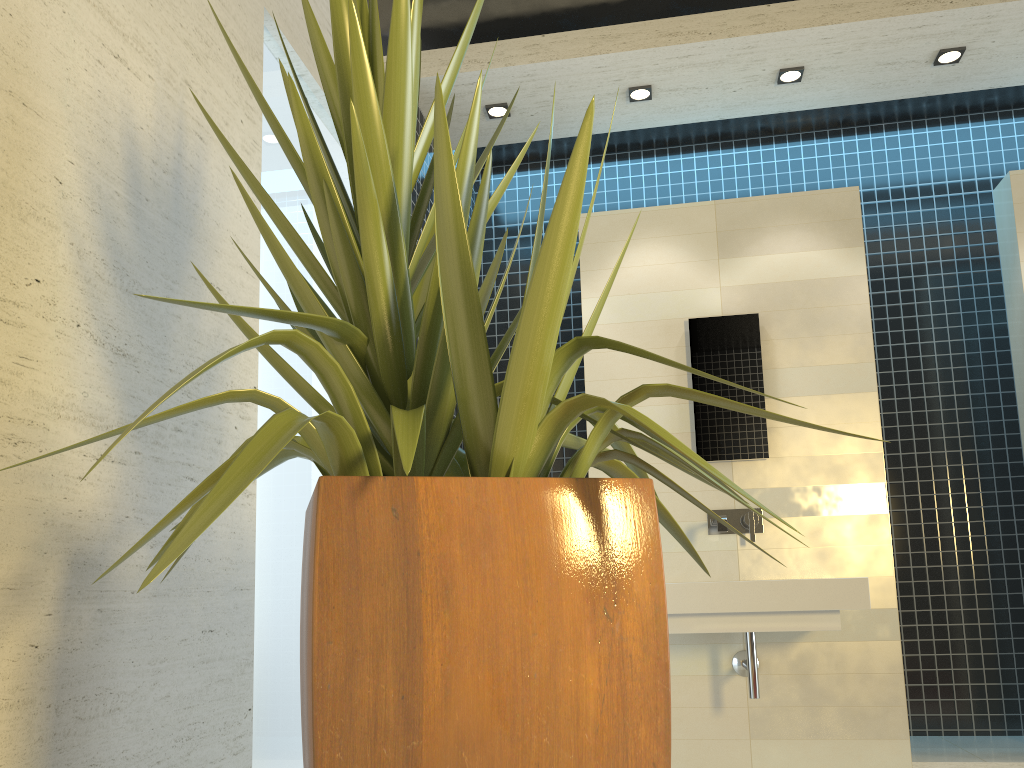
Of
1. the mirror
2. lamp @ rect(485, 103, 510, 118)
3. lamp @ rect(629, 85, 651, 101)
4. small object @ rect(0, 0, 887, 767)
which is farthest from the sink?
lamp @ rect(485, 103, 510, 118)

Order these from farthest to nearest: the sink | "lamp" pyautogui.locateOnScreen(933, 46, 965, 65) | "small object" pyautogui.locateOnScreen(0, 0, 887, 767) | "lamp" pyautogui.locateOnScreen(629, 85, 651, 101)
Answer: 1. "lamp" pyautogui.locateOnScreen(629, 85, 651, 101)
2. "lamp" pyautogui.locateOnScreen(933, 46, 965, 65)
3. the sink
4. "small object" pyautogui.locateOnScreen(0, 0, 887, 767)

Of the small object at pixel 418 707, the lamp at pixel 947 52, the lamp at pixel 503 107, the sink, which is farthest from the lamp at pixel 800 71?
the small object at pixel 418 707

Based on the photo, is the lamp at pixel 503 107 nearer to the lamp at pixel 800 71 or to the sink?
the lamp at pixel 800 71

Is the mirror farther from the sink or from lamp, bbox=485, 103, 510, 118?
lamp, bbox=485, 103, 510, 118

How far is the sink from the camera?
3.3m

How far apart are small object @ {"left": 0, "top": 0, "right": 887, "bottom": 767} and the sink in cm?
167

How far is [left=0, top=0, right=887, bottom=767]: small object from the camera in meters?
1.1 m

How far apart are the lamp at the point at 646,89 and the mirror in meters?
1.1

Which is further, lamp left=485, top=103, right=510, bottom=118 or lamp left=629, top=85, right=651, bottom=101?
lamp left=485, top=103, right=510, bottom=118
